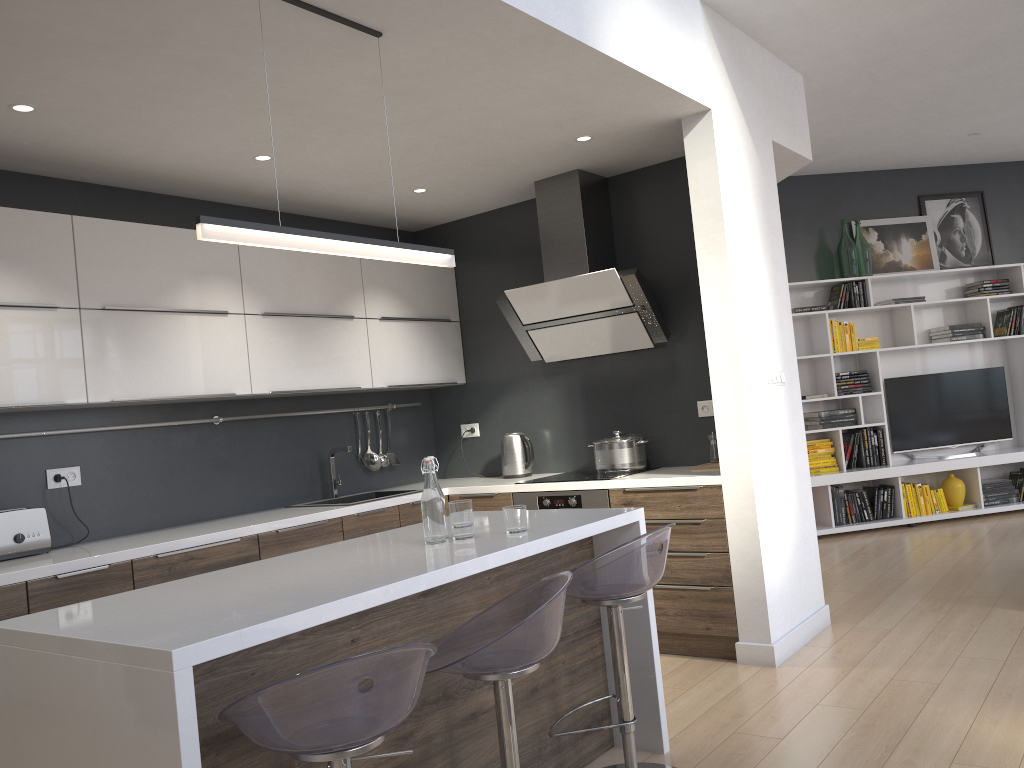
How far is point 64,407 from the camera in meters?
3.8 m

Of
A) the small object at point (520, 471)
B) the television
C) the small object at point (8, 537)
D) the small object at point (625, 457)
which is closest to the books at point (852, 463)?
the television

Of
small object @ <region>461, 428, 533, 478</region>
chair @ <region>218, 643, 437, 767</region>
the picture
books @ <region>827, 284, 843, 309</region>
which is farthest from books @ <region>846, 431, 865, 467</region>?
chair @ <region>218, 643, 437, 767</region>

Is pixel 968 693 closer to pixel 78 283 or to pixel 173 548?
pixel 173 548

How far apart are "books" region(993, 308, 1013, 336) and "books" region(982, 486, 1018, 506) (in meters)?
1.31

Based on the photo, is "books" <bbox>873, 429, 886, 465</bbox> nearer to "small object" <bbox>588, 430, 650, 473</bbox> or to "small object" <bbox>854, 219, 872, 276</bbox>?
"small object" <bbox>854, 219, 872, 276</bbox>

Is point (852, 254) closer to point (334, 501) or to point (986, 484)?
point (986, 484)

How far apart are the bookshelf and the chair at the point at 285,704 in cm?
555

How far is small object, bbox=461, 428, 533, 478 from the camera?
5.2 meters

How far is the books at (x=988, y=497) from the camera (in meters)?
7.24
